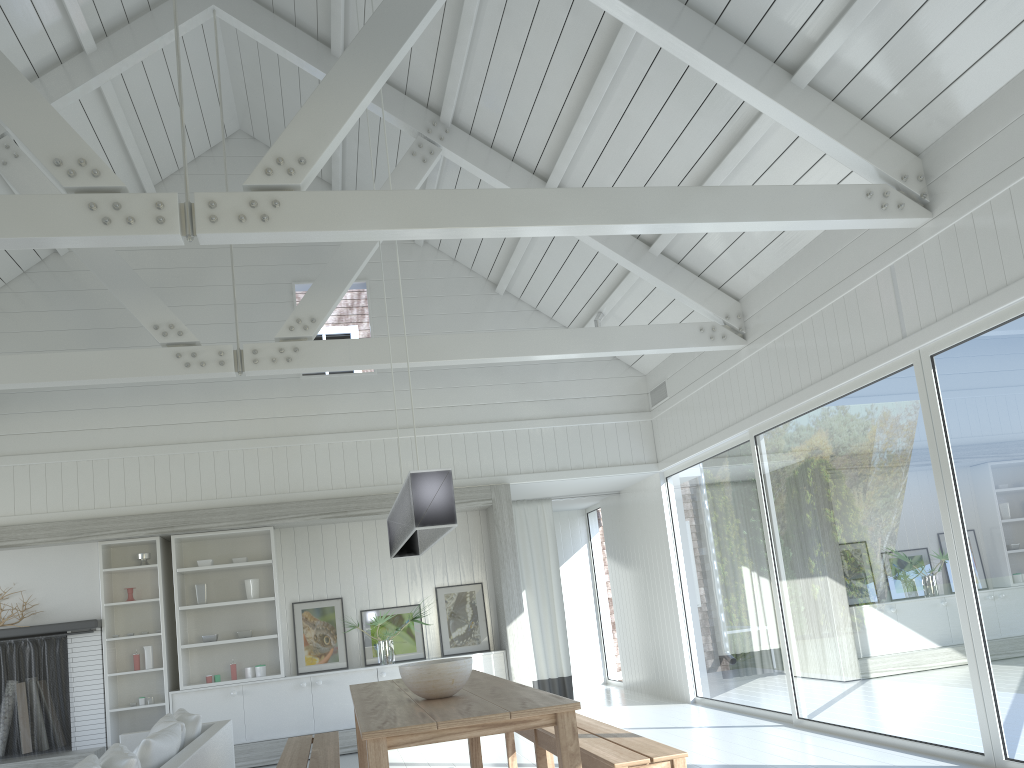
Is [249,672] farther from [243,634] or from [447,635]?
[447,635]

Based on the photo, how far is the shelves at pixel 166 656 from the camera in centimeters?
801cm

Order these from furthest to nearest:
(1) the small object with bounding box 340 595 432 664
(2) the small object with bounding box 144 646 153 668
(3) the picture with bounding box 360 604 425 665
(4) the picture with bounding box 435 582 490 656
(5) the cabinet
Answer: (4) the picture with bounding box 435 582 490 656 → (3) the picture with bounding box 360 604 425 665 → (1) the small object with bounding box 340 595 432 664 → (2) the small object with bounding box 144 646 153 668 → (5) the cabinet

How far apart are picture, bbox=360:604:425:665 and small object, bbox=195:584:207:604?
1.50m

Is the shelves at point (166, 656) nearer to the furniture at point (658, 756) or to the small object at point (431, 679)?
the furniture at point (658, 756)

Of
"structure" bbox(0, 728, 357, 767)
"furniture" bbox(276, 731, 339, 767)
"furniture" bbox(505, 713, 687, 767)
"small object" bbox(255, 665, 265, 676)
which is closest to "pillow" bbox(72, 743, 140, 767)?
"furniture" bbox(276, 731, 339, 767)

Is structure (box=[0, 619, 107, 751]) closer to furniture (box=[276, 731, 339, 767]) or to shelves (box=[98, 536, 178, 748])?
shelves (box=[98, 536, 178, 748])

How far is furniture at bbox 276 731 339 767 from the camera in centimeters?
468cm

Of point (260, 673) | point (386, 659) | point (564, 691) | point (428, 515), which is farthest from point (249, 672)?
point (428, 515)

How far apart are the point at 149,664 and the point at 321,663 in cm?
155
